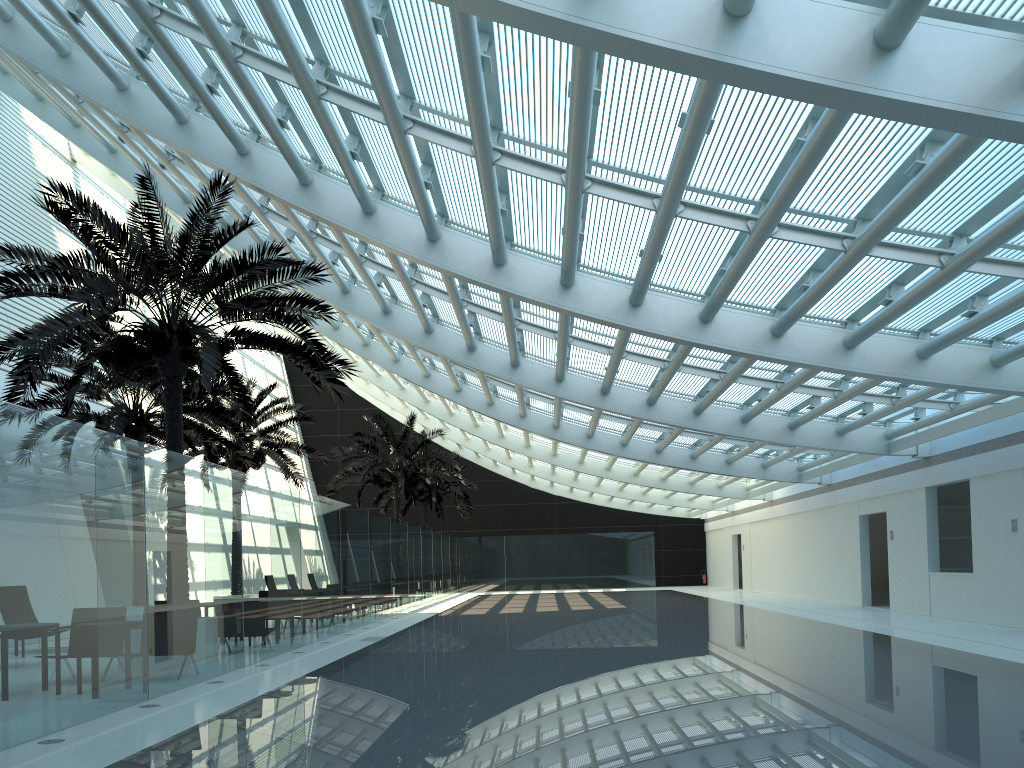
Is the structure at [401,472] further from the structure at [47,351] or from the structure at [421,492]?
the structure at [47,351]

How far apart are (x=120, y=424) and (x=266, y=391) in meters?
6.7

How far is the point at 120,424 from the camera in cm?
1683

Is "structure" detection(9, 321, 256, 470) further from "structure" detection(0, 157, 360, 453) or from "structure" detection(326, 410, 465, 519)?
"structure" detection(326, 410, 465, 519)

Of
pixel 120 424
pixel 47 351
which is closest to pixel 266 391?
pixel 120 424

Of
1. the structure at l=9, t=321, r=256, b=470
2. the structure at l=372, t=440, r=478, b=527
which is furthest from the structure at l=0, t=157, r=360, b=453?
the structure at l=372, t=440, r=478, b=527

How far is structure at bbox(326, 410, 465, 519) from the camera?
29.69m

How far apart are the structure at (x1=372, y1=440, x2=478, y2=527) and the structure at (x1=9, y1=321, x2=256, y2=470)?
17.57m

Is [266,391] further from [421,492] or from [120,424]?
[421,492]

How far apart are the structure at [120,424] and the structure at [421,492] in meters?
17.6
